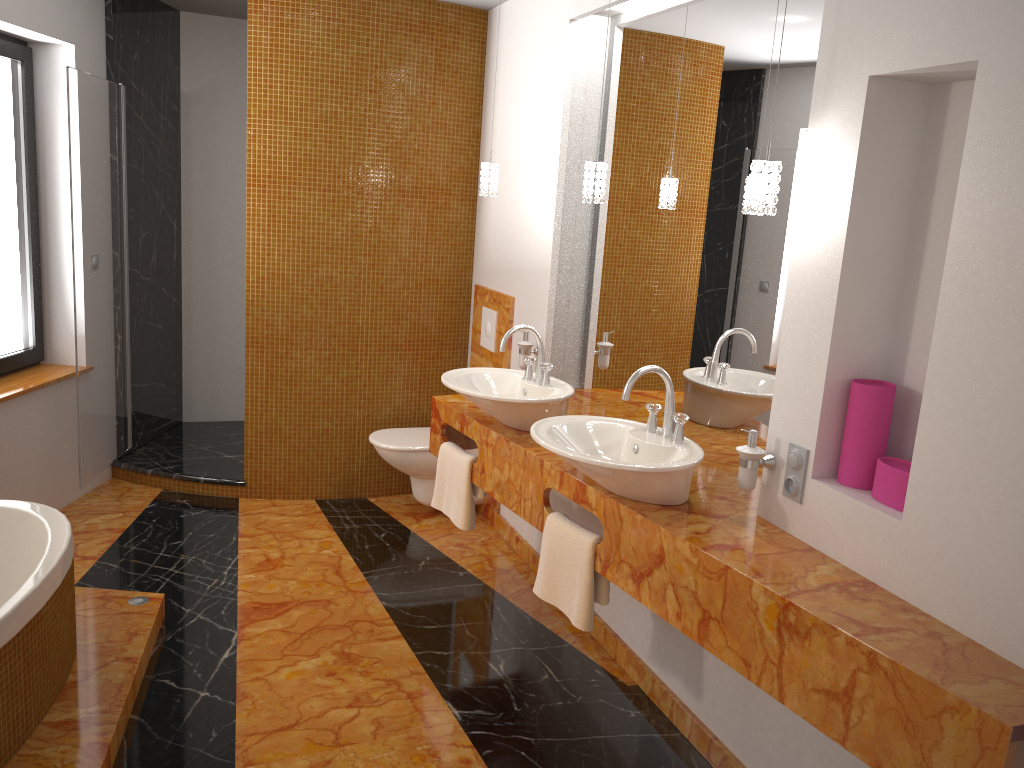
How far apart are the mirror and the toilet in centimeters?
71cm

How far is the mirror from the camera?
2.55m

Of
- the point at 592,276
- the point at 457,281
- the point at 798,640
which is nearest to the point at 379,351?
the point at 457,281

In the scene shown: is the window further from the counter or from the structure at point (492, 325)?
the structure at point (492, 325)

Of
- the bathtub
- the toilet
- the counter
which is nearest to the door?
the bathtub

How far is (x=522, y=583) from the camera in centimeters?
376cm

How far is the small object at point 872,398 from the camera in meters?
2.1 m

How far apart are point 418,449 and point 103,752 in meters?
2.1

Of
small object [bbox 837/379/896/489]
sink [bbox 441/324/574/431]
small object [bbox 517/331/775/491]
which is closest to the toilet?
small object [bbox 517/331/775/491]

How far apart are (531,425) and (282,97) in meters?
2.2 m
